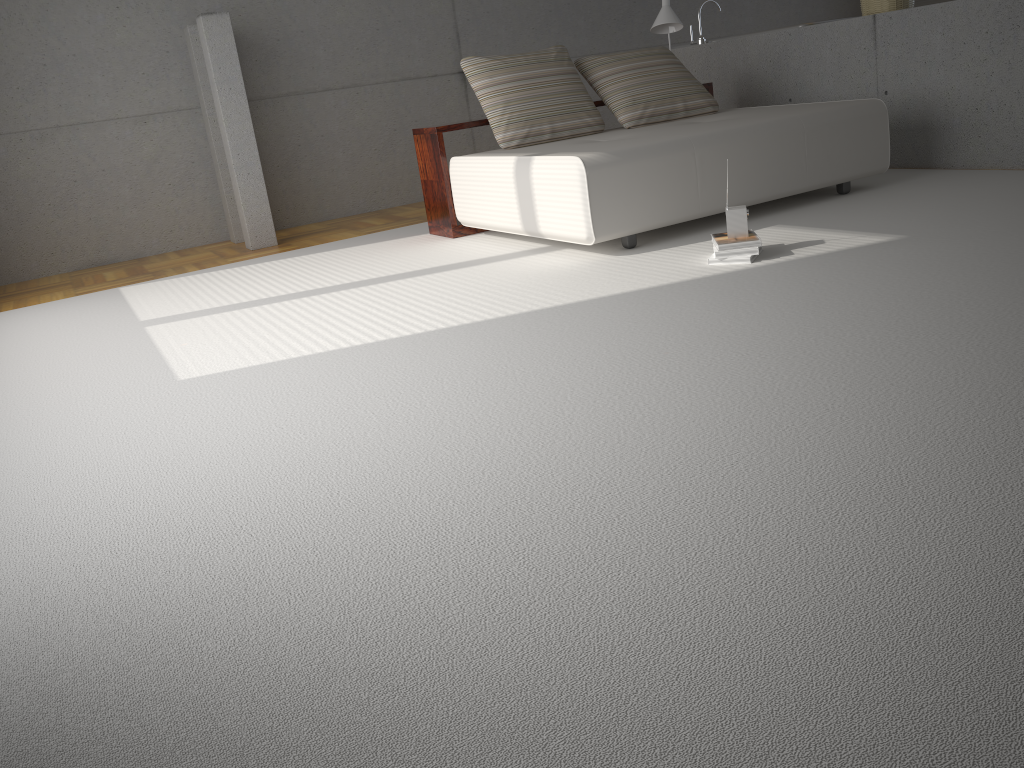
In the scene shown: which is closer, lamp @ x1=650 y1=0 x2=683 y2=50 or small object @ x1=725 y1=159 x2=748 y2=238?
small object @ x1=725 y1=159 x2=748 y2=238

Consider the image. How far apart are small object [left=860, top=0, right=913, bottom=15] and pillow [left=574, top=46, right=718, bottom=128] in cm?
126

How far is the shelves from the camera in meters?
5.5 m

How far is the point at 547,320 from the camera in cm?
341

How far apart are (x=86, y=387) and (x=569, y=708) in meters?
2.8 m

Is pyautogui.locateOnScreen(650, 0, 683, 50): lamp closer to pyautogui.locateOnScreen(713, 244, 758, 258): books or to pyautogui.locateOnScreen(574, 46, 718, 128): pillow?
pyautogui.locateOnScreen(574, 46, 718, 128): pillow

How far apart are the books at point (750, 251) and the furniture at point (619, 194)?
0.6 meters

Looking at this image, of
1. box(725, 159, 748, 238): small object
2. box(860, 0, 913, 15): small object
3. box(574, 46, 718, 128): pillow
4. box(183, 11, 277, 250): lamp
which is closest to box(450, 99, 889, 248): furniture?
box(574, 46, 718, 128): pillow

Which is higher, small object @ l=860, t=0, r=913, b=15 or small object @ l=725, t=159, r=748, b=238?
small object @ l=860, t=0, r=913, b=15

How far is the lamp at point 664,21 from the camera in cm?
626
